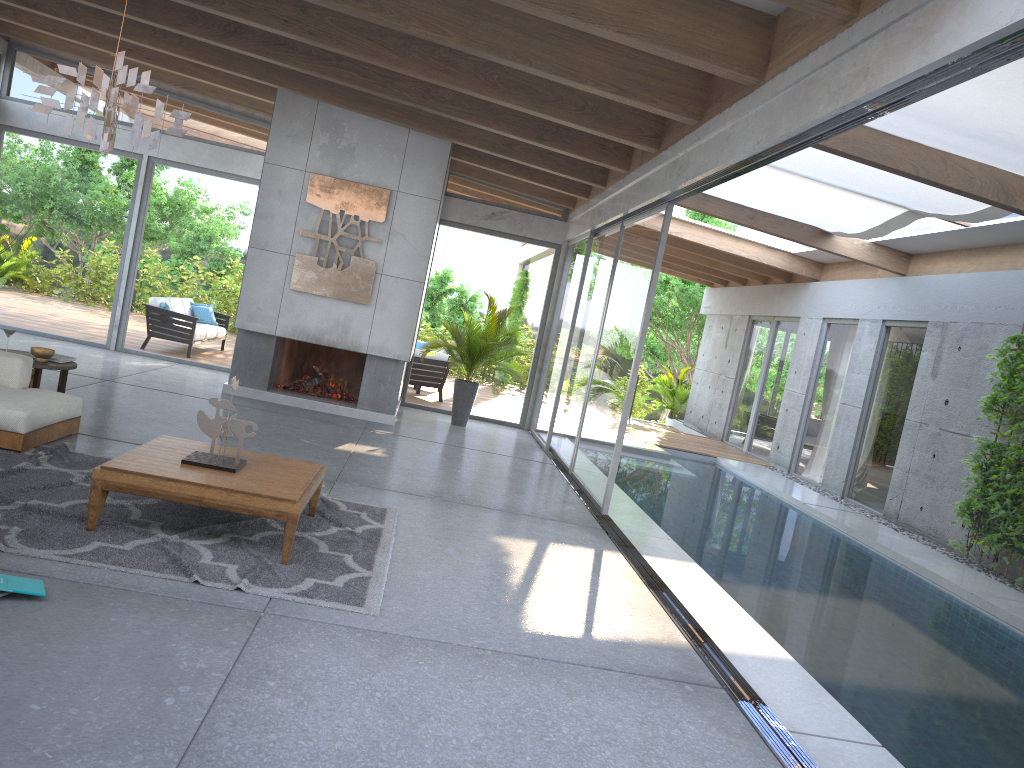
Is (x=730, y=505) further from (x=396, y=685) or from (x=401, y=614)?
(x=396, y=685)

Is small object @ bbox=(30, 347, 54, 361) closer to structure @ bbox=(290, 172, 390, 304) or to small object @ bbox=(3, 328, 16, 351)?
small object @ bbox=(3, 328, 16, 351)

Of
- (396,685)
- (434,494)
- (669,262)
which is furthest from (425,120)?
(669,262)

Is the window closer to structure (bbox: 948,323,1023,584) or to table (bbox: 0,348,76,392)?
structure (bbox: 948,323,1023,584)

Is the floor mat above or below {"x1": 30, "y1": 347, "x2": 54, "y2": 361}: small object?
below

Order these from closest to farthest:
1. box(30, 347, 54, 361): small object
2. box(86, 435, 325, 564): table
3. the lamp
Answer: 1. box(86, 435, 325, 564): table
2. the lamp
3. box(30, 347, 54, 361): small object

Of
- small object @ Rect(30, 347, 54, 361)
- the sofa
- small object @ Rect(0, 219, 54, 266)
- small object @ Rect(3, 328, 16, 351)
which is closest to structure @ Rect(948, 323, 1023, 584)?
the sofa

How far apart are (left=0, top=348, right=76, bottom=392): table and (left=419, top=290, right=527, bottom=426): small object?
4.9m

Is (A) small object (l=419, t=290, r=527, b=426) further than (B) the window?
Yes

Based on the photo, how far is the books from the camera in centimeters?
353cm
